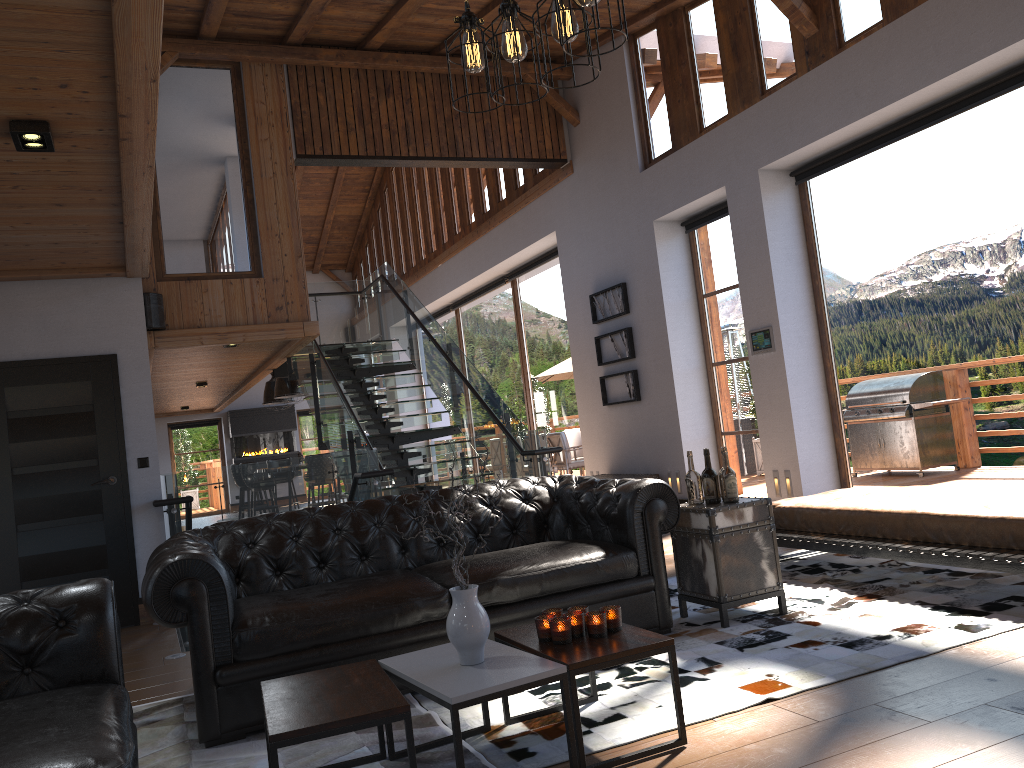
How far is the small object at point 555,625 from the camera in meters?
3.1

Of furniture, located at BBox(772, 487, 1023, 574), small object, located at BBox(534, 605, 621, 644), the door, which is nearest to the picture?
furniture, located at BBox(772, 487, 1023, 574)

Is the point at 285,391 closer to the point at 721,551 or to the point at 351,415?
the point at 351,415

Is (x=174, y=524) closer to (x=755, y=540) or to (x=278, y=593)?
(x=278, y=593)

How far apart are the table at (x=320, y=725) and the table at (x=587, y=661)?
0.5m

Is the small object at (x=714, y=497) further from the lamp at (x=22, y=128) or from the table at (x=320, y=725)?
the lamp at (x=22, y=128)

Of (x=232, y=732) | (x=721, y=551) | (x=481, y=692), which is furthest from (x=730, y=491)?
(x=232, y=732)

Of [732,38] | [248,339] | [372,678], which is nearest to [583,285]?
[732,38]

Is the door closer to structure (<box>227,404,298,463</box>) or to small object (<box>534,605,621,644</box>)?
small object (<box>534,605,621,644</box>)

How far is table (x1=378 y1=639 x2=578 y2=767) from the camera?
2.67m
